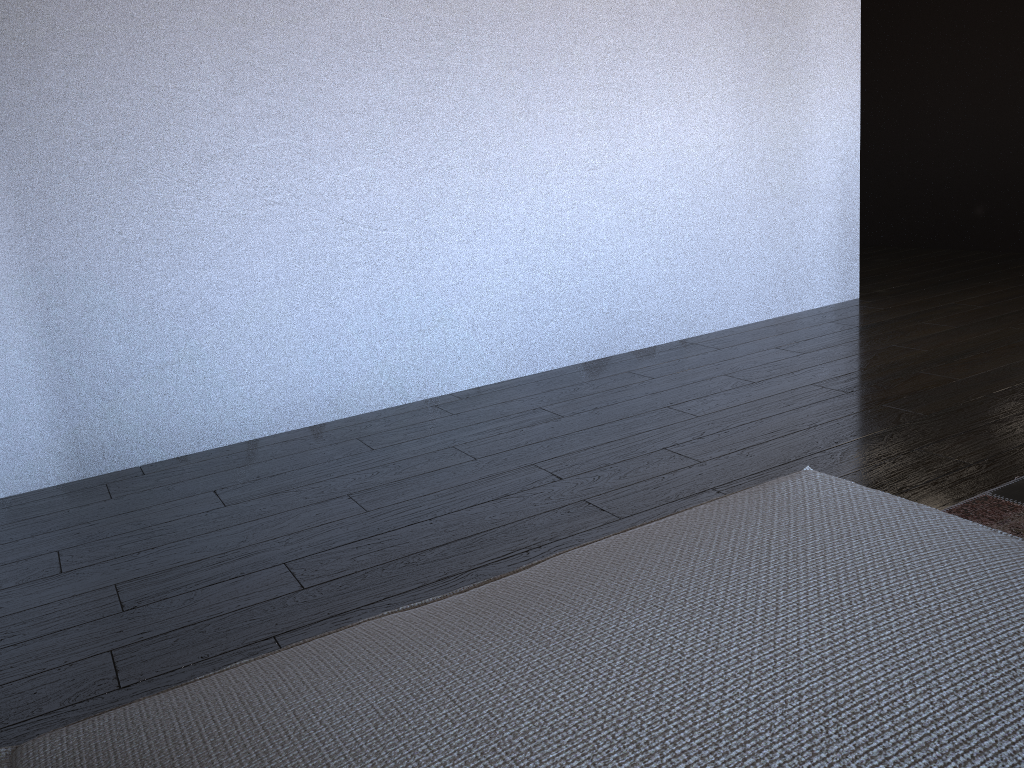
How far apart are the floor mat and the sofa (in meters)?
0.78

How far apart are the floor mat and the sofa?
0.78m

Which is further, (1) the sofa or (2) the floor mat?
(2) the floor mat

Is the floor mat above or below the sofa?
below

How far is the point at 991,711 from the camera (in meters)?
0.62

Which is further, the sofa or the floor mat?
the floor mat

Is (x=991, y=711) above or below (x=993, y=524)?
above

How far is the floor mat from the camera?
1.8 meters

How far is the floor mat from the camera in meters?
1.8

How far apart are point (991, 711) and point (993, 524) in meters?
1.3
